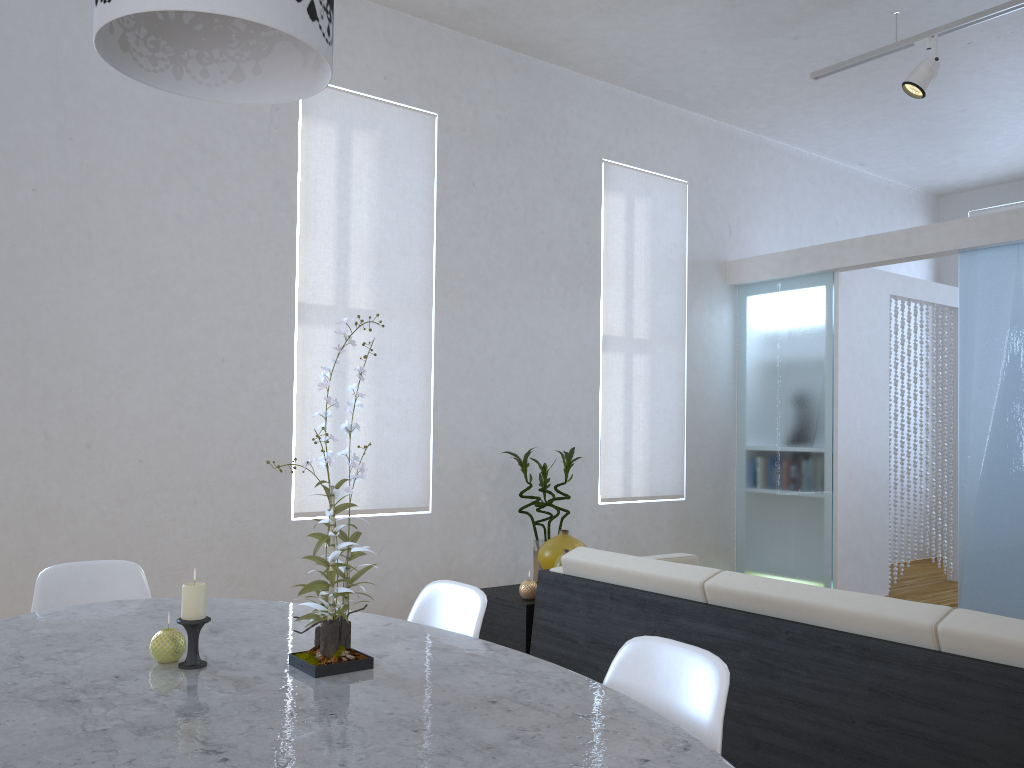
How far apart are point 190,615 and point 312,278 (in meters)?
2.91

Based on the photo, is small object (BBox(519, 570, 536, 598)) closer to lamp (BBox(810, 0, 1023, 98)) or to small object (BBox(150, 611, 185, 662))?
small object (BBox(150, 611, 185, 662))

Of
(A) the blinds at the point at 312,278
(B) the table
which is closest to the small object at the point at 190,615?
(B) the table

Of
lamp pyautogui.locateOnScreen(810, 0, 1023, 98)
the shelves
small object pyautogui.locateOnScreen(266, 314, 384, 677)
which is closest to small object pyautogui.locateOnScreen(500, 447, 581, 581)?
the shelves

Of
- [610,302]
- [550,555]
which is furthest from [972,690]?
[610,302]

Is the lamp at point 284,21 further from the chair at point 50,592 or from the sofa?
the sofa

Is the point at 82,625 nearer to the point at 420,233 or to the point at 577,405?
the point at 420,233

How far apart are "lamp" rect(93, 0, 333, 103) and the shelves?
1.93m

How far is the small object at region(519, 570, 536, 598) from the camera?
3.1m

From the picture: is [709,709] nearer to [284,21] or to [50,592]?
[284,21]
